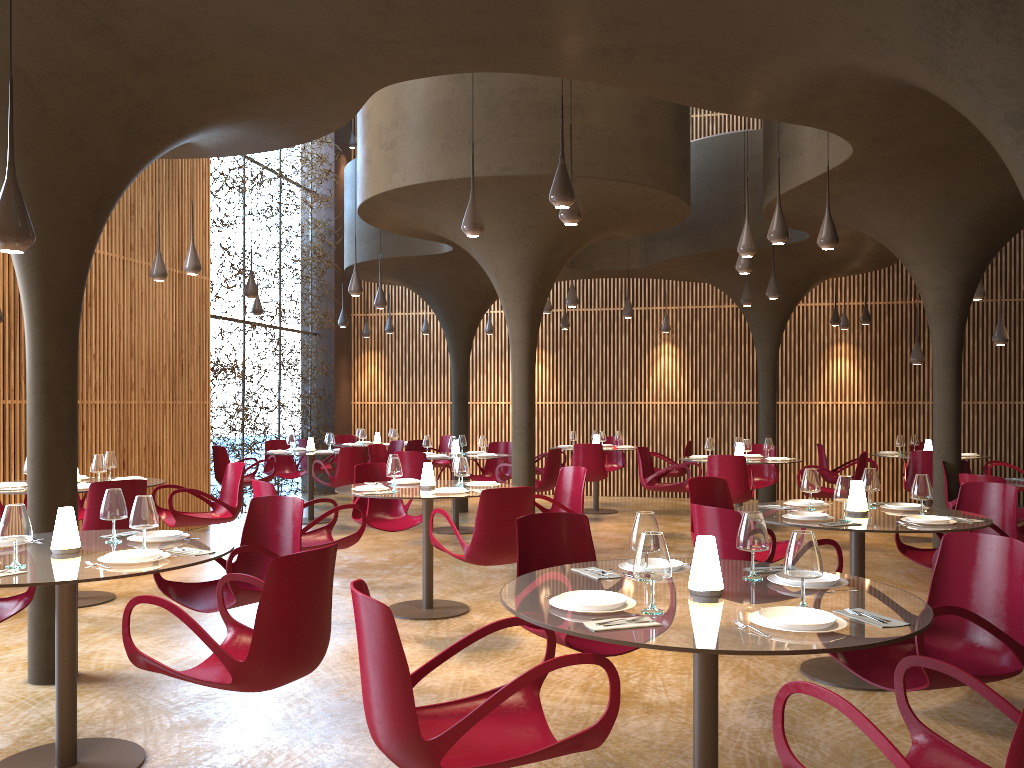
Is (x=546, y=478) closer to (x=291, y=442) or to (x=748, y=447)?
(x=748, y=447)

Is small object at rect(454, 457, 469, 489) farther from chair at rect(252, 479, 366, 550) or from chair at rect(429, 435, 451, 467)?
chair at rect(429, 435, 451, 467)

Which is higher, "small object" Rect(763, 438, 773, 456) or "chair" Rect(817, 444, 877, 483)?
"small object" Rect(763, 438, 773, 456)

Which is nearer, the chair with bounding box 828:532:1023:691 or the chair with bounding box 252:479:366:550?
the chair with bounding box 828:532:1023:691

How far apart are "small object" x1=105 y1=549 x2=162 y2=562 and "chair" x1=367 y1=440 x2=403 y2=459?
10.72m

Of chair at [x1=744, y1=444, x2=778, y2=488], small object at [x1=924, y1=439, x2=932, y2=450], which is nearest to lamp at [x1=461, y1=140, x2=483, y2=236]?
chair at [x1=744, y1=444, x2=778, y2=488]

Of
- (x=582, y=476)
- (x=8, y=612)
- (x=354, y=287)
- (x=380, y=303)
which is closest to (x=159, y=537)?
(x=8, y=612)

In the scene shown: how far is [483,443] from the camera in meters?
13.2

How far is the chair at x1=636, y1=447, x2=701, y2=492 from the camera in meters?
12.4 m

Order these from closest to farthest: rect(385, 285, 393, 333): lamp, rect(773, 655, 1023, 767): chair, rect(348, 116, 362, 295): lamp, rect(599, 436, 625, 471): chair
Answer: rect(773, 655, 1023, 767): chair, rect(348, 116, 362, 295): lamp, rect(599, 436, 625, 471): chair, rect(385, 285, 393, 333): lamp
